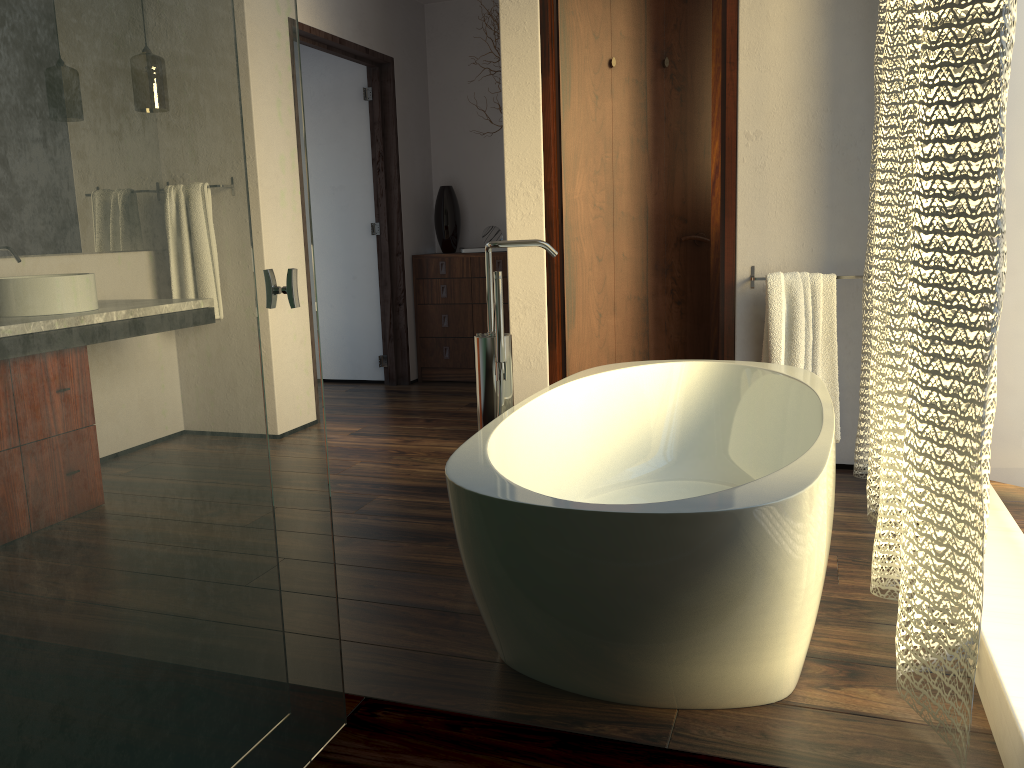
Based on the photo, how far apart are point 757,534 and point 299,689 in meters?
0.8

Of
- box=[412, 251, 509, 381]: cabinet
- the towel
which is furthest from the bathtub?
box=[412, 251, 509, 381]: cabinet

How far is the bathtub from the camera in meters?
1.4

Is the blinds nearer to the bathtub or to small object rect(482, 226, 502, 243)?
the bathtub

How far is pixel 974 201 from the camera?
1.4m

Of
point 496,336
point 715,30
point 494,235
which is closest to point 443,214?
point 494,235

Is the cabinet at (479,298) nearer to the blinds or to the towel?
the towel

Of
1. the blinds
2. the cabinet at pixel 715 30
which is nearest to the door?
the blinds

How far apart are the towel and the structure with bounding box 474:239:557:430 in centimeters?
122cm

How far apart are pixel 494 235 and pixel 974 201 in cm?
418
